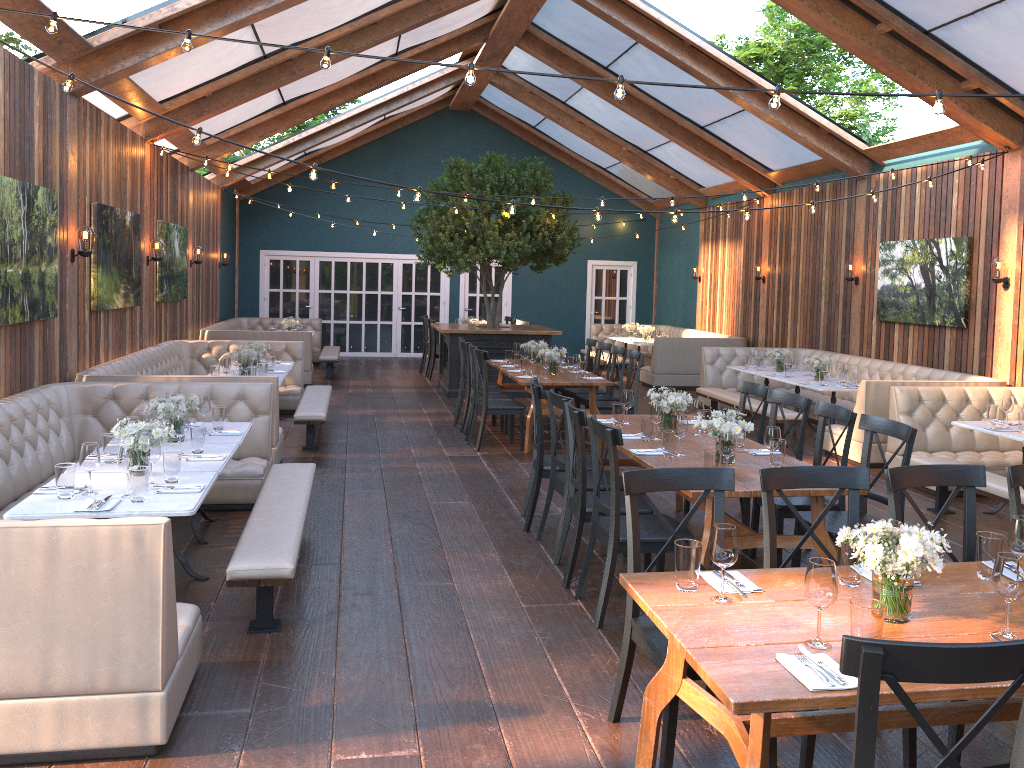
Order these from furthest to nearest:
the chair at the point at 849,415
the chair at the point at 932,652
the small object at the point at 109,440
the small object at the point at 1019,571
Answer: the chair at the point at 849,415 → the small object at the point at 109,440 → the small object at the point at 1019,571 → the chair at the point at 932,652

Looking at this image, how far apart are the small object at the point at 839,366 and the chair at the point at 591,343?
2.9m

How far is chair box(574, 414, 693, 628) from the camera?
4.49m

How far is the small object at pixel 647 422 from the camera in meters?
5.7 m

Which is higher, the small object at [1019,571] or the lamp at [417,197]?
the lamp at [417,197]

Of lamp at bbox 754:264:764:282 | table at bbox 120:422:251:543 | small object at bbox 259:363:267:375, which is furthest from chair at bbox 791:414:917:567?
lamp at bbox 754:264:764:282

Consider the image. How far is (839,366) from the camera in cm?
994

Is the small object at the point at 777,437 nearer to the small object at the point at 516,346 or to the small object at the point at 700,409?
the small object at the point at 700,409

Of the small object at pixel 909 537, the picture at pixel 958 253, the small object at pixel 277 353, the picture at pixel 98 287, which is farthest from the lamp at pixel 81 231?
the picture at pixel 958 253

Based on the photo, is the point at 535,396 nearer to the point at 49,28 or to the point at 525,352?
the point at 49,28
